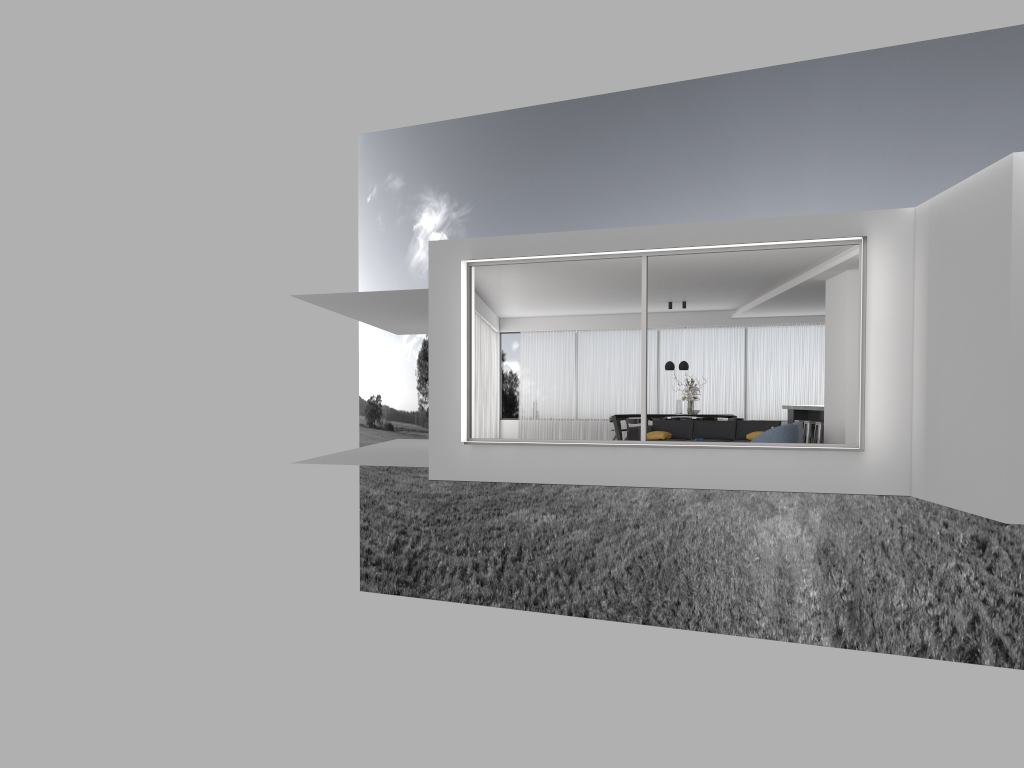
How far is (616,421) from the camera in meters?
18.9 m

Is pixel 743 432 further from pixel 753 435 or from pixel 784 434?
pixel 784 434

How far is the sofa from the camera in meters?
14.6

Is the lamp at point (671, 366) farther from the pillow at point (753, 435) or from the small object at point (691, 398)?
the pillow at point (753, 435)

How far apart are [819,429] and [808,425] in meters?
0.8 m

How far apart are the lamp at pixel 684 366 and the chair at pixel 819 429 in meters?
3.6

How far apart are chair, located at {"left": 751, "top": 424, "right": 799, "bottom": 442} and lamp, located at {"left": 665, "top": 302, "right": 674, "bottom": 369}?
7.0m

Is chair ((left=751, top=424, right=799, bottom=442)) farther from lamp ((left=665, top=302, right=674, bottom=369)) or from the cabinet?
lamp ((left=665, top=302, right=674, bottom=369))

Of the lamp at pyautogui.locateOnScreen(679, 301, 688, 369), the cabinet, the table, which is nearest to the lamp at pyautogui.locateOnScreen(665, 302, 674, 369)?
the lamp at pyautogui.locateOnScreen(679, 301, 688, 369)

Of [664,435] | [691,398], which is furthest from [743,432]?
[691,398]
